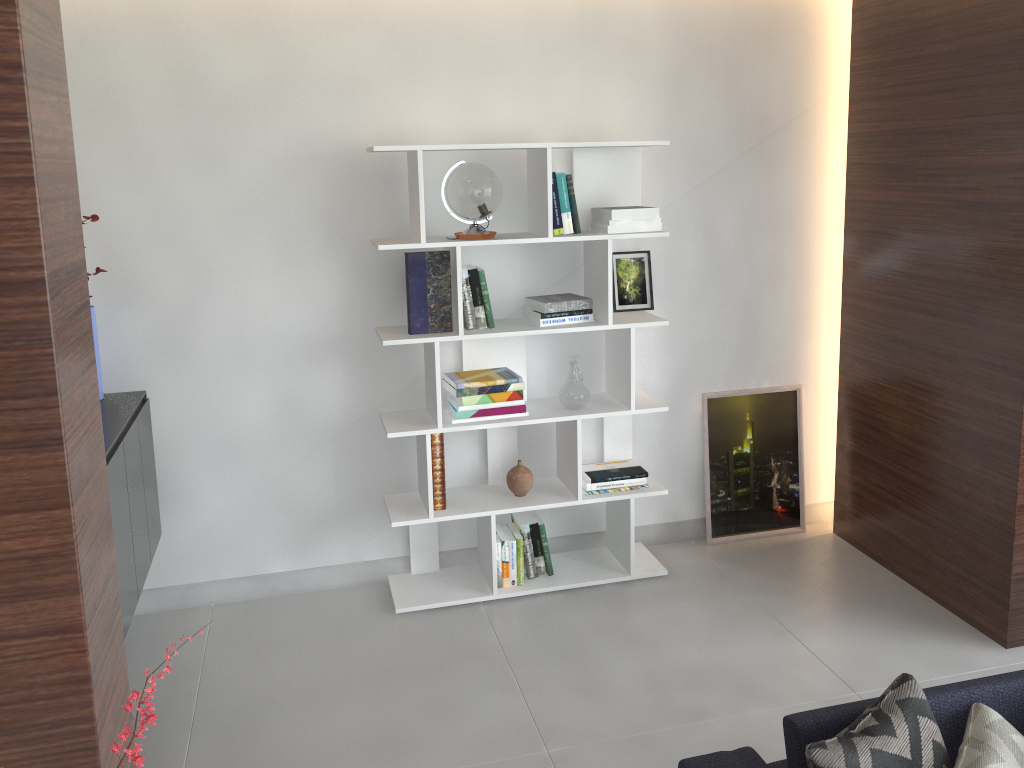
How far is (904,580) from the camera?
3.7m

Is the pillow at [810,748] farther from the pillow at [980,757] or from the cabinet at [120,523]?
the cabinet at [120,523]

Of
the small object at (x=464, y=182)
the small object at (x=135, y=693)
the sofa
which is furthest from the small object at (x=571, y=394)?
the small object at (x=135, y=693)

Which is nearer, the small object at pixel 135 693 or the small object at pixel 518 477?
the small object at pixel 135 693

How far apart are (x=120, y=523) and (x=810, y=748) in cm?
214

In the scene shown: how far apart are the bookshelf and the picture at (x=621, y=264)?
0.08m

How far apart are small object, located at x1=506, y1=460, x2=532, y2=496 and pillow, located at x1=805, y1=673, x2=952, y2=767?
1.9 meters

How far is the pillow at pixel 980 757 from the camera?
1.7m

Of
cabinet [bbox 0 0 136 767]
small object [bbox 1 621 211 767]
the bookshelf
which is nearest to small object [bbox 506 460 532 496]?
the bookshelf

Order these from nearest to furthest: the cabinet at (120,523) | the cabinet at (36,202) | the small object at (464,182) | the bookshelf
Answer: the cabinet at (36,202)
the cabinet at (120,523)
the small object at (464,182)
the bookshelf
